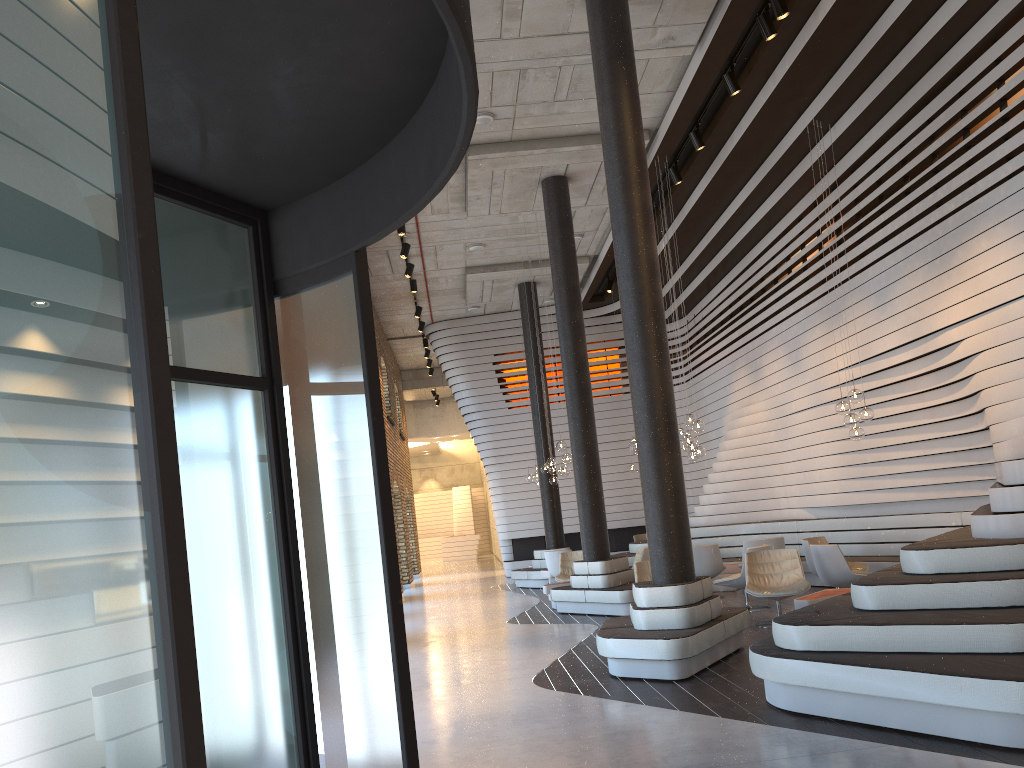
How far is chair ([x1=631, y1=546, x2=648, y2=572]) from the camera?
12.7m

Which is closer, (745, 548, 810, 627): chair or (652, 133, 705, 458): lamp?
(745, 548, 810, 627): chair

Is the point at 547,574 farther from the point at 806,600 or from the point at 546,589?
the point at 806,600

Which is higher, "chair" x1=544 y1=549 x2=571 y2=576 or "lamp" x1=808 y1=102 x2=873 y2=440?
"lamp" x1=808 y1=102 x2=873 y2=440

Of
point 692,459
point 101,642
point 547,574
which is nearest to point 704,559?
point 692,459

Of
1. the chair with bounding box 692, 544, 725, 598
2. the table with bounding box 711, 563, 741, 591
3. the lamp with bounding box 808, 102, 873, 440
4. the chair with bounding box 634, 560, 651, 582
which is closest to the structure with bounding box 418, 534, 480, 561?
the table with bounding box 711, 563, 741, 591

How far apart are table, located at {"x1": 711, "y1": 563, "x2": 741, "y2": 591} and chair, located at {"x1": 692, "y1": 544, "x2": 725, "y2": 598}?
0.9 meters

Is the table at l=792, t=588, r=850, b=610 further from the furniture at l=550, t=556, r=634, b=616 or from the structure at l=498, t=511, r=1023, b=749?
the furniture at l=550, t=556, r=634, b=616

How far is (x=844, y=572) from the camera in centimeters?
931cm

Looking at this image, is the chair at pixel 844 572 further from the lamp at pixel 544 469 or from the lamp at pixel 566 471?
the lamp at pixel 544 469
